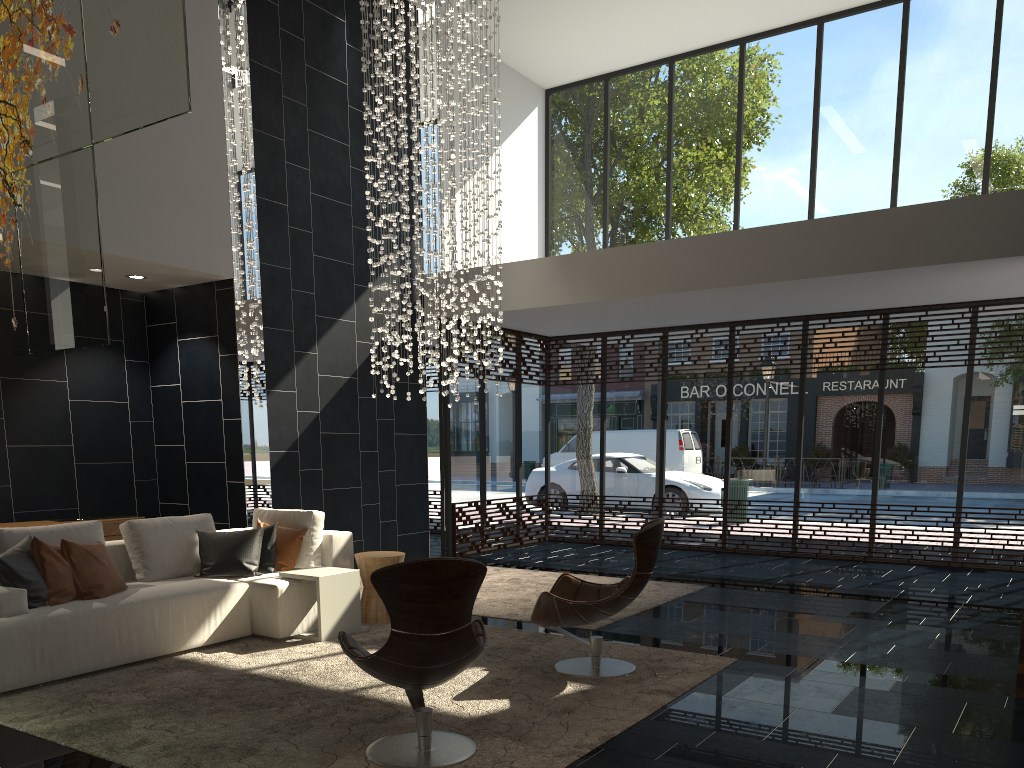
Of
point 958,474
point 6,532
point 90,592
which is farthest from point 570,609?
point 958,474

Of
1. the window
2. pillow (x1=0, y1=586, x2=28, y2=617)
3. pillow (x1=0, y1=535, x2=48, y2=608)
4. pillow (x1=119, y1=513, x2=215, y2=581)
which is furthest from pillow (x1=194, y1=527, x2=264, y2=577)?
the window

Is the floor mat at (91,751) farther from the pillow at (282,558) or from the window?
the window

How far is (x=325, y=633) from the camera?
5.8 meters

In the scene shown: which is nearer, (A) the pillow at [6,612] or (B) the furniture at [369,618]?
(A) the pillow at [6,612]

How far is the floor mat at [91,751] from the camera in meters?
3.7 m

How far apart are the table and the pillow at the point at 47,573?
1.34m

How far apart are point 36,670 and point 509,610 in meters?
3.4 m

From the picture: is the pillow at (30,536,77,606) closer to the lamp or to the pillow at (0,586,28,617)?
the pillow at (0,586,28,617)

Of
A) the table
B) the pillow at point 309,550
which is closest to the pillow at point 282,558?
the pillow at point 309,550
